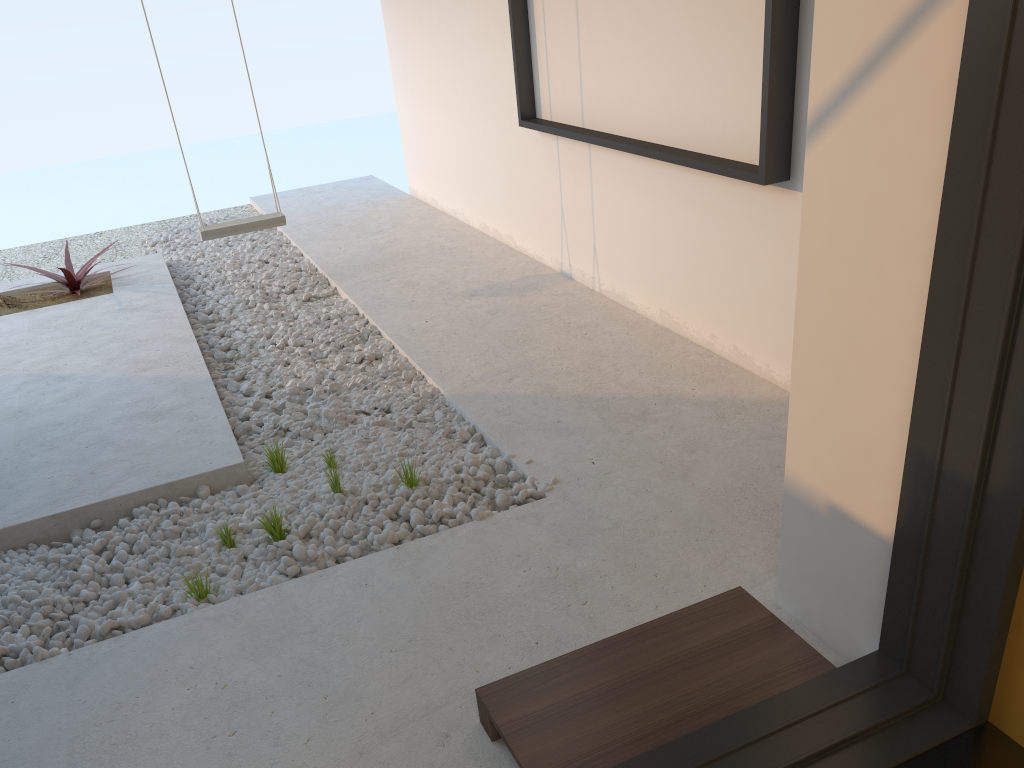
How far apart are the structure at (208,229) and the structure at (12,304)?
0.81m

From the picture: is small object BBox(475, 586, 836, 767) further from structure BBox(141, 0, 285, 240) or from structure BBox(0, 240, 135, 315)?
structure BBox(0, 240, 135, 315)

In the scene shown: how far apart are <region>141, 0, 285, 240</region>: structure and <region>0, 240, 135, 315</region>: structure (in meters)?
0.81

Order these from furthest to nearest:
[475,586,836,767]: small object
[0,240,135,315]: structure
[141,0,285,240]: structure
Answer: [0,240,135,315]: structure → [141,0,285,240]: structure → [475,586,836,767]: small object

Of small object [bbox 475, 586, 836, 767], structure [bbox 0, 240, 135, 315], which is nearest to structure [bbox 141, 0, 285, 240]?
structure [bbox 0, 240, 135, 315]

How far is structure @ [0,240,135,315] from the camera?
5.1 meters

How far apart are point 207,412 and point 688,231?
2.1 meters

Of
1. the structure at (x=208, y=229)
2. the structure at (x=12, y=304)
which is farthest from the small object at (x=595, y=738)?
the structure at (x=12, y=304)

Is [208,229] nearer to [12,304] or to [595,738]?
[12,304]

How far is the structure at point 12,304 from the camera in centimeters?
513cm
